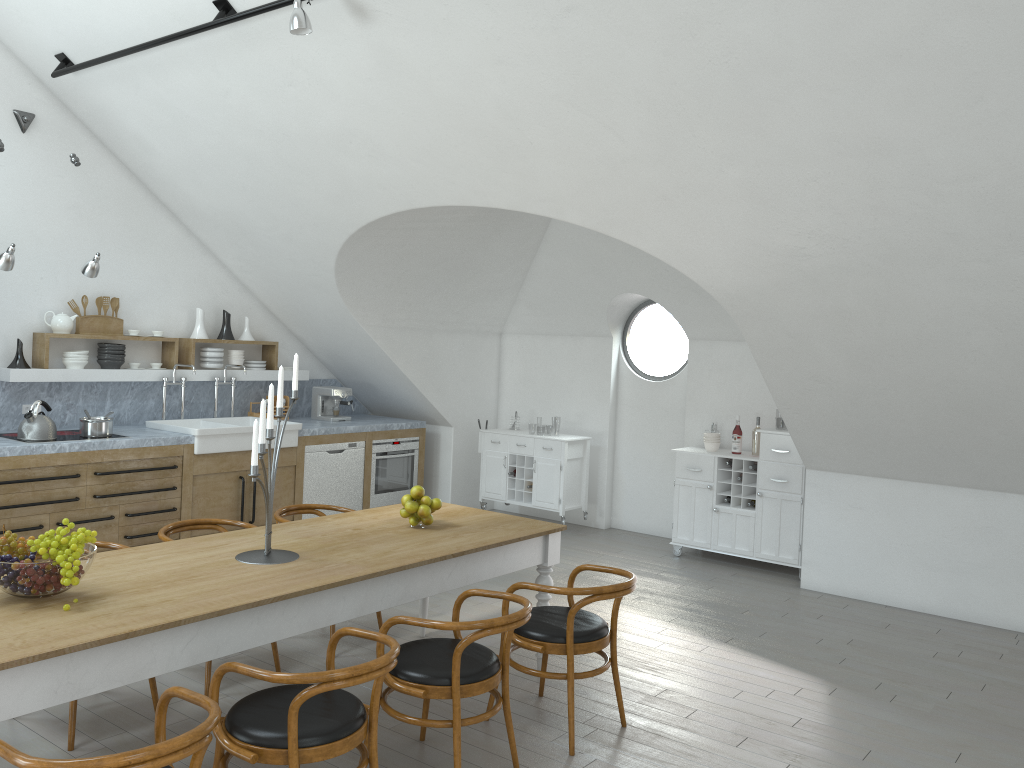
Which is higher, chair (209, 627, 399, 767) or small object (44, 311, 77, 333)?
small object (44, 311, 77, 333)

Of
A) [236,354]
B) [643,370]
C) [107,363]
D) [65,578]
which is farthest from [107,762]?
[643,370]

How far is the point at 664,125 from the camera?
4.47m

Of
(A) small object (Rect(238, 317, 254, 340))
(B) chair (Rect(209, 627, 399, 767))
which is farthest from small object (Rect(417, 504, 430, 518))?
(A) small object (Rect(238, 317, 254, 340))

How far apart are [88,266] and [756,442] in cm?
529

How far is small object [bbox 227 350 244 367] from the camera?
7.9 meters

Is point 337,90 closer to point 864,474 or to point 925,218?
point 925,218

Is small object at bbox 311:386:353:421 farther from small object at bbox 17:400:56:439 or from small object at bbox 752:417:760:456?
small object at bbox 752:417:760:456

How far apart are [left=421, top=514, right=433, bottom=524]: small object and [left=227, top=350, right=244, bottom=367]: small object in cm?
402

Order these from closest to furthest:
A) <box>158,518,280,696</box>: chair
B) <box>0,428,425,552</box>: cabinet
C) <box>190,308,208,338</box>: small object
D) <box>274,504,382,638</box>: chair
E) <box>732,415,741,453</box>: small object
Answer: <box>158,518,280,696</box>: chair, <box>274,504,382,638</box>: chair, <box>0,428,425,552</box>: cabinet, <box>732,415,741,453</box>: small object, <box>190,308,208,338</box>: small object
